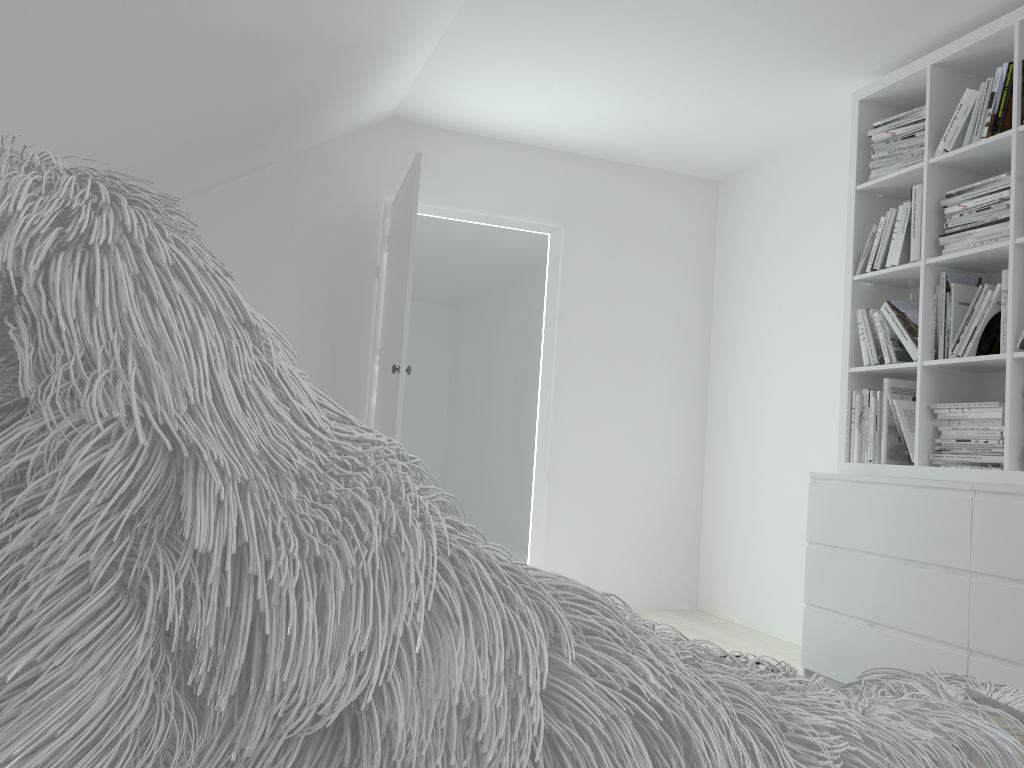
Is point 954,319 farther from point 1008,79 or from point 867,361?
point 1008,79

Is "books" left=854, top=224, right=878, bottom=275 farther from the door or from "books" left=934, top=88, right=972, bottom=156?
the door

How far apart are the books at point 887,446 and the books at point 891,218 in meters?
0.5 m

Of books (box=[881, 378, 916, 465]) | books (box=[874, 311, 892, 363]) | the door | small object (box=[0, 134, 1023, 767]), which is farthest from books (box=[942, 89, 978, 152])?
small object (box=[0, 134, 1023, 767])

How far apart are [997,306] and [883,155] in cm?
85

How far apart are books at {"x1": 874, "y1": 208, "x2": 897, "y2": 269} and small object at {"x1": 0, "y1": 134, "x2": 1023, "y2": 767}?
3.08m

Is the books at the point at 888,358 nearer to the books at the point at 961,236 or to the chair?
the books at the point at 961,236

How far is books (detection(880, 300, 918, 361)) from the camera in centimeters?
331cm

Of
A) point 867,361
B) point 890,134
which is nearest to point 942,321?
point 867,361

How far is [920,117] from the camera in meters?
3.4
